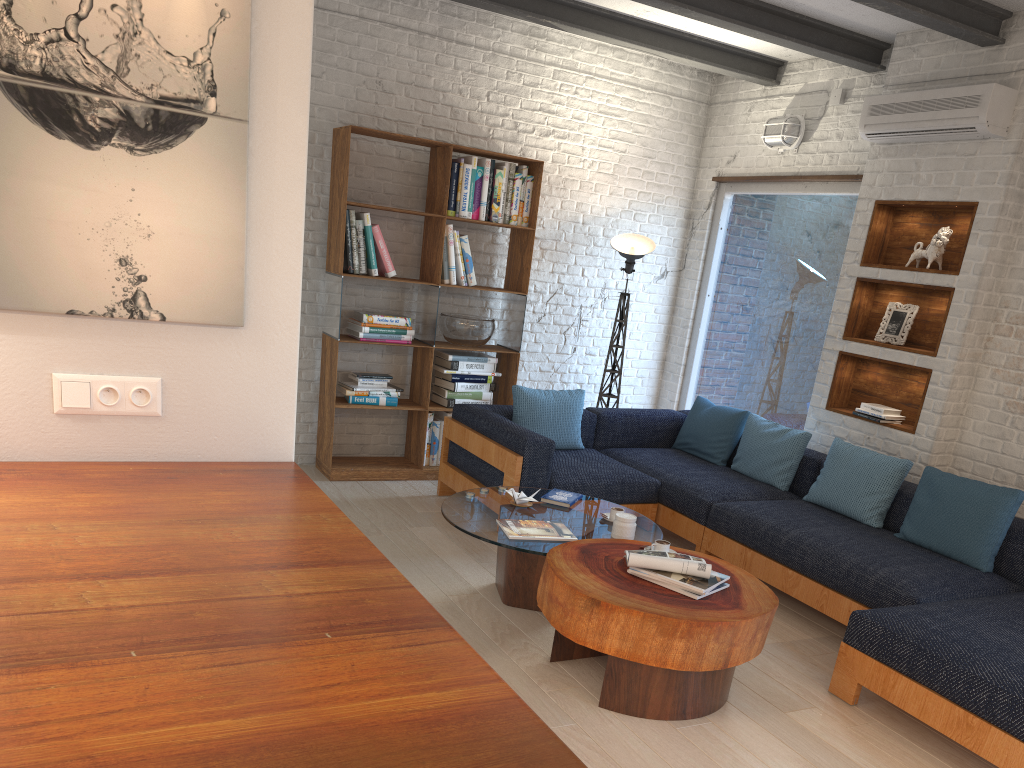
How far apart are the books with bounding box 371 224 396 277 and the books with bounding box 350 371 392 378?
→ 0.7m

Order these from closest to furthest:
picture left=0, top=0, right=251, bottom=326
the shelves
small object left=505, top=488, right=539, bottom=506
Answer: picture left=0, top=0, right=251, bottom=326 → small object left=505, top=488, right=539, bottom=506 → the shelves

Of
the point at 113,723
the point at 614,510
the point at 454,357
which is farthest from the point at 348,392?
the point at 113,723

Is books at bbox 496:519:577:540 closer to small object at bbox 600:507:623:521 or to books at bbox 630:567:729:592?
small object at bbox 600:507:623:521

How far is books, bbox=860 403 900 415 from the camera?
5.2 meters

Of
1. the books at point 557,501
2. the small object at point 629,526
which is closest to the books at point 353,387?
the books at point 557,501

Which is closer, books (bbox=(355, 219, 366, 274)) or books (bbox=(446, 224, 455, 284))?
books (bbox=(355, 219, 366, 274))

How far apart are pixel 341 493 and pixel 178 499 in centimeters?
343cm

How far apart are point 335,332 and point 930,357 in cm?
364

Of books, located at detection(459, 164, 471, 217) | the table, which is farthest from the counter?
books, located at detection(459, 164, 471, 217)
